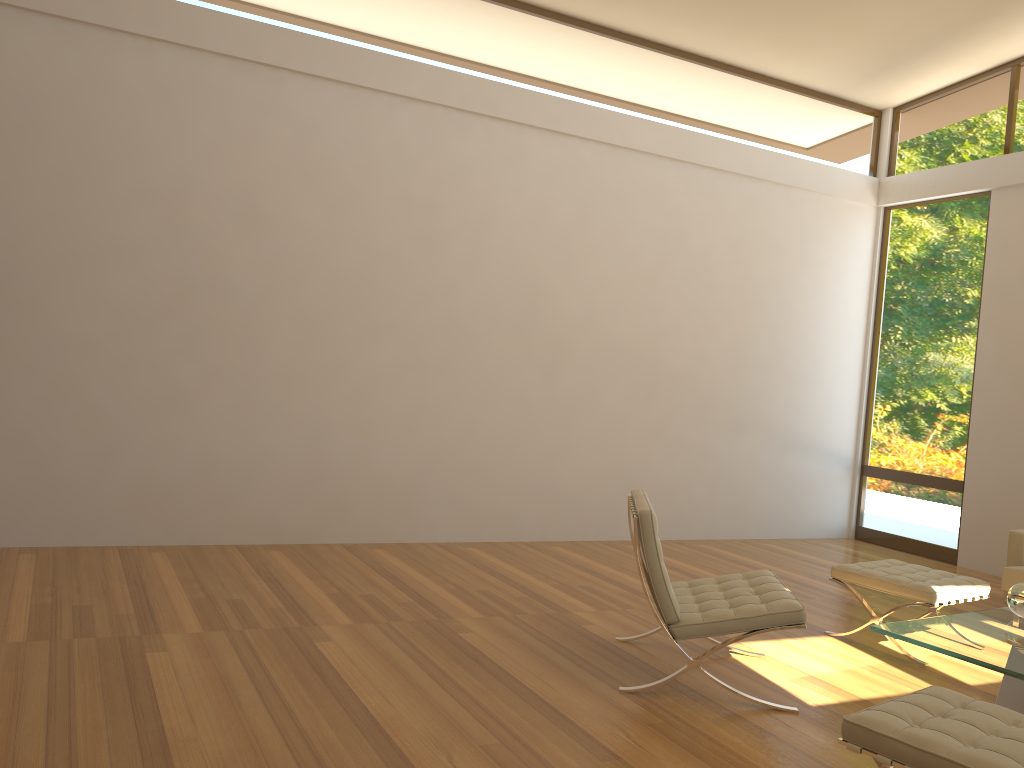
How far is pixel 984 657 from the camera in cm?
319

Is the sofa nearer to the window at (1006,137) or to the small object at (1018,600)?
the small object at (1018,600)

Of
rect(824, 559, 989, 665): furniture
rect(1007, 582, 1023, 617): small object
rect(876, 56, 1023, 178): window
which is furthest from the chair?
rect(876, 56, 1023, 178): window

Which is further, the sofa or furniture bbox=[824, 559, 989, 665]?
the sofa

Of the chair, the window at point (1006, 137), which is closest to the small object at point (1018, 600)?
the chair

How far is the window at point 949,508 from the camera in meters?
7.5 m

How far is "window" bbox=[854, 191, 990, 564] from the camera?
7.5m

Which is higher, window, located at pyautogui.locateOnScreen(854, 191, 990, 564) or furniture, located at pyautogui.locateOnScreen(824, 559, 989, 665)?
window, located at pyautogui.locateOnScreen(854, 191, 990, 564)

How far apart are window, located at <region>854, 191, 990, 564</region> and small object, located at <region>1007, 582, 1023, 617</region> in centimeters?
388cm

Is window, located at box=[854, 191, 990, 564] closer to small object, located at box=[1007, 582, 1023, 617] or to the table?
the table
